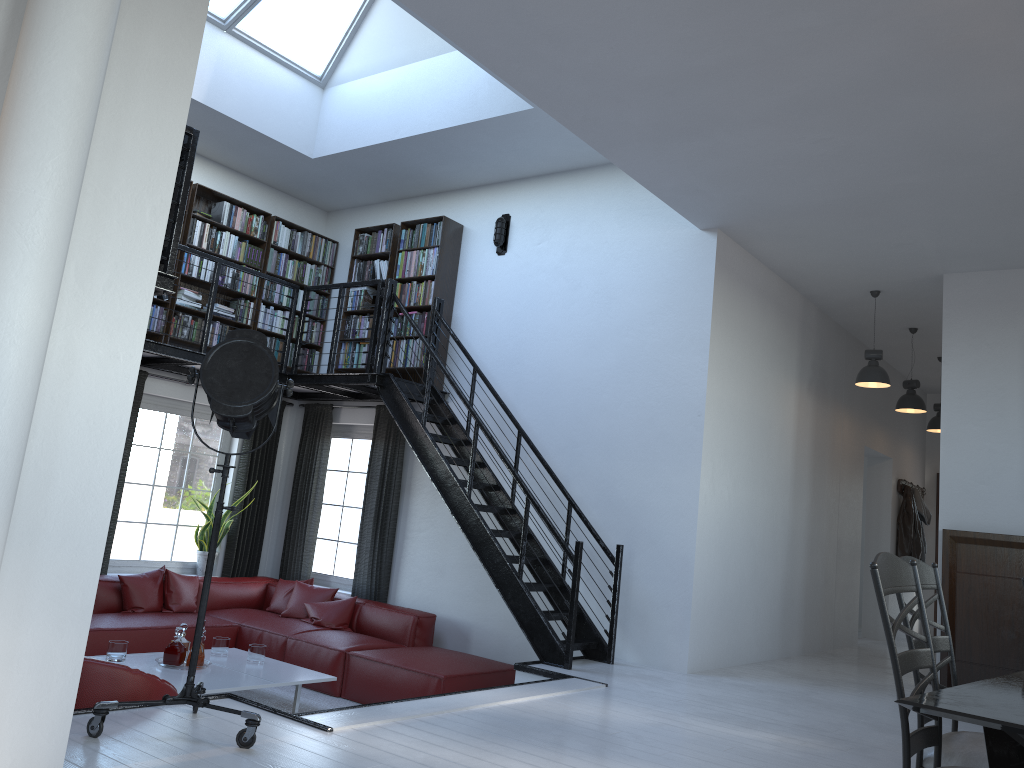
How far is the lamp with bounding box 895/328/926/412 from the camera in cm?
890

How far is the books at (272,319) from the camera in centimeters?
878cm

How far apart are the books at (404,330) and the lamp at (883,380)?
4.03m

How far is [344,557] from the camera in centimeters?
874cm

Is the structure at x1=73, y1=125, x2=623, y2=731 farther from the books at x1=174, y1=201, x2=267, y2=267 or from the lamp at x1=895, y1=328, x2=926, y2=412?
the lamp at x1=895, y1=328, x2=926, y2=412

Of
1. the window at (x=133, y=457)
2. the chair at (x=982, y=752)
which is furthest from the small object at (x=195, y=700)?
the window at (x=133, y=457)

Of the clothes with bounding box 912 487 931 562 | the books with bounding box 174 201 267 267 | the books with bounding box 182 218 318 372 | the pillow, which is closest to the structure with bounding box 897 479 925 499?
the clothes with bounding box 912 487 931 562

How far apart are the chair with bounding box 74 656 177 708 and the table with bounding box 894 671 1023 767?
3.3 meters

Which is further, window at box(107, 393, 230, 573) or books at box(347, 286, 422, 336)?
books at box(347, 286, 422, 336)

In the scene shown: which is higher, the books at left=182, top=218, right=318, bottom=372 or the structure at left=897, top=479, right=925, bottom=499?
the books at left=182, top=218, right=318, bottom=372
